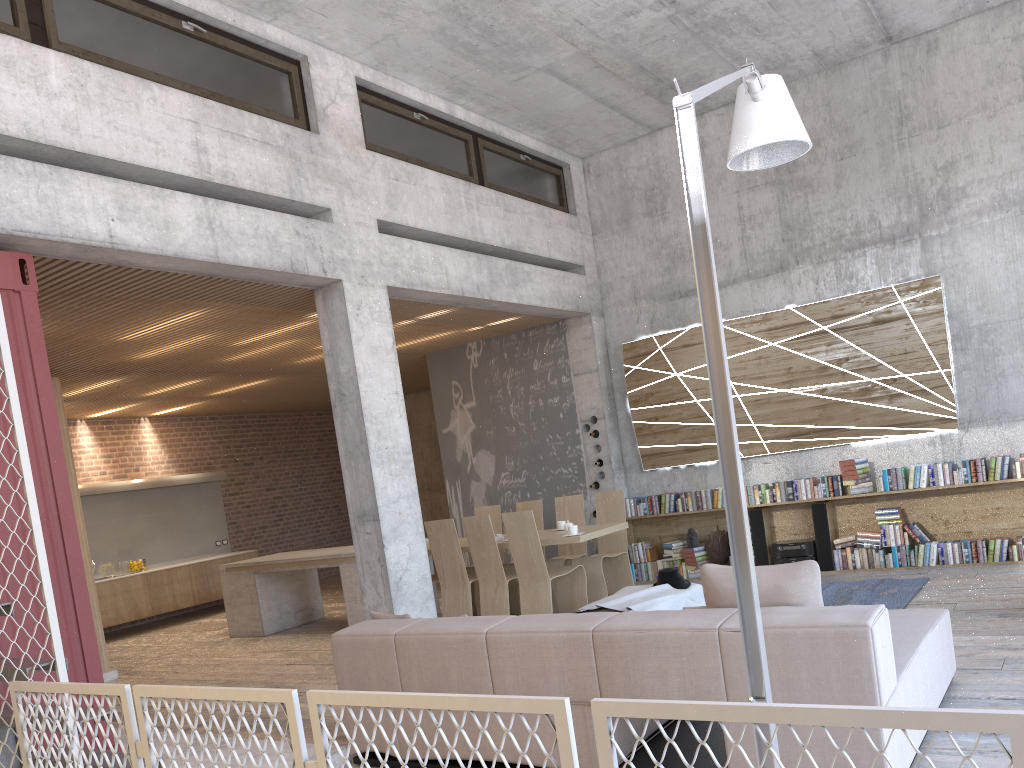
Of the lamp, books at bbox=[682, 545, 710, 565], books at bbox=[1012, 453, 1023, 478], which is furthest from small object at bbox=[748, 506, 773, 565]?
the lamp

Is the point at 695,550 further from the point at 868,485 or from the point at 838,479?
the point at 868,485

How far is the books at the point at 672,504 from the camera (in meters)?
10.05

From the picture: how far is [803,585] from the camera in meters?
3.8 m

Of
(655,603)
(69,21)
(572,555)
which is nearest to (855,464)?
(572,555)

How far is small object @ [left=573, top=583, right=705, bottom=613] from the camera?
6.1 meters

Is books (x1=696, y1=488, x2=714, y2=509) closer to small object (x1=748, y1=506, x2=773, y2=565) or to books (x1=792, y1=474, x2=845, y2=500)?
small object (x1=748, y1=506, x2=773, y2=565)

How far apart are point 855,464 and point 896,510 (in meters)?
0.58

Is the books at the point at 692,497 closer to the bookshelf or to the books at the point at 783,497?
the bookshelf

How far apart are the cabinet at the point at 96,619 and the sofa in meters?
5.2
